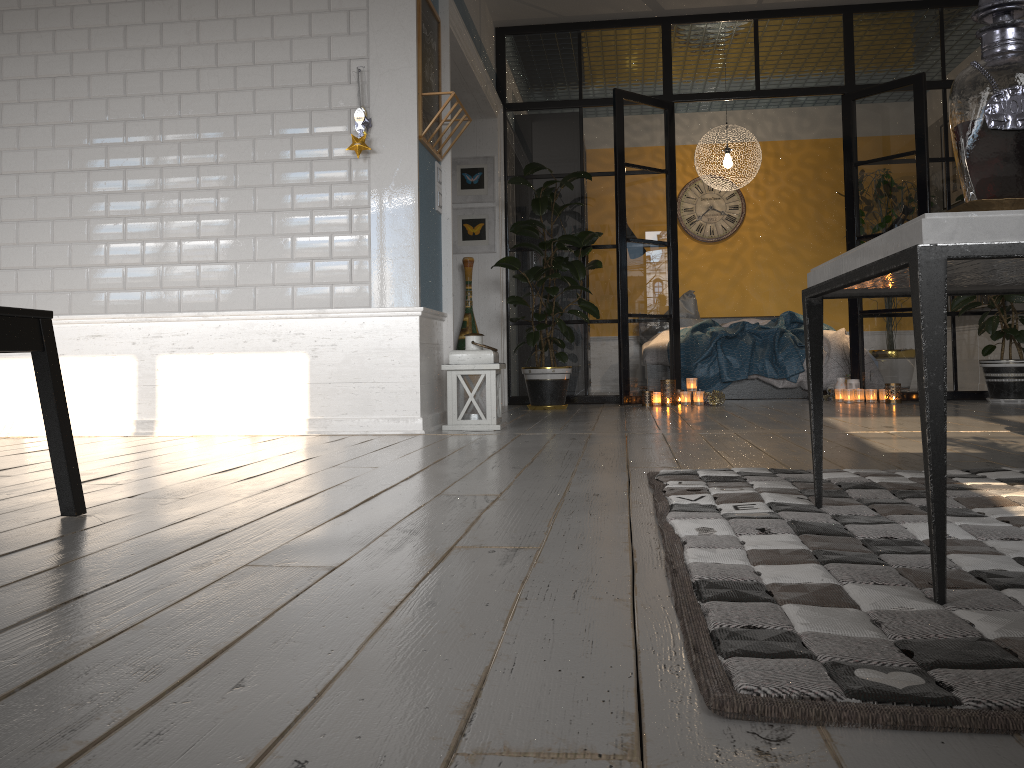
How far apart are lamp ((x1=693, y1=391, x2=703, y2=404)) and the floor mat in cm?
402

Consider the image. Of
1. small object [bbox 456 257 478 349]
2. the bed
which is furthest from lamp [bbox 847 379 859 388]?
small object [bbox 456 257 478 349]

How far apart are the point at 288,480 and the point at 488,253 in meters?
4.4 m

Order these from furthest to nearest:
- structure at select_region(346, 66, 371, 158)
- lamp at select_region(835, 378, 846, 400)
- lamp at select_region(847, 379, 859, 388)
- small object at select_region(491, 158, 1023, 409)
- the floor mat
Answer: lamp at select_region(835, 378, 846, 400), lamp at select_region(847, 379, 859, 388), small object at select_region(491, 158, 1023, 409), structure at select_region(346, 66, 371, 158), the floor mat

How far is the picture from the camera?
6.76m

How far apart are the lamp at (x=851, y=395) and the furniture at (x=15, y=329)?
5.5 meters

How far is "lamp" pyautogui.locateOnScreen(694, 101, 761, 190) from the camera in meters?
7.9

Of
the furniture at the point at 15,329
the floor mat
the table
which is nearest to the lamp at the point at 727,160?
the floor mat

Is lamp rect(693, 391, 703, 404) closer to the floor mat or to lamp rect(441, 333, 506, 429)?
lamp rect(441, 333, 506, 429)

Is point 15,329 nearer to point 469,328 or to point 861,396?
point 469,328
